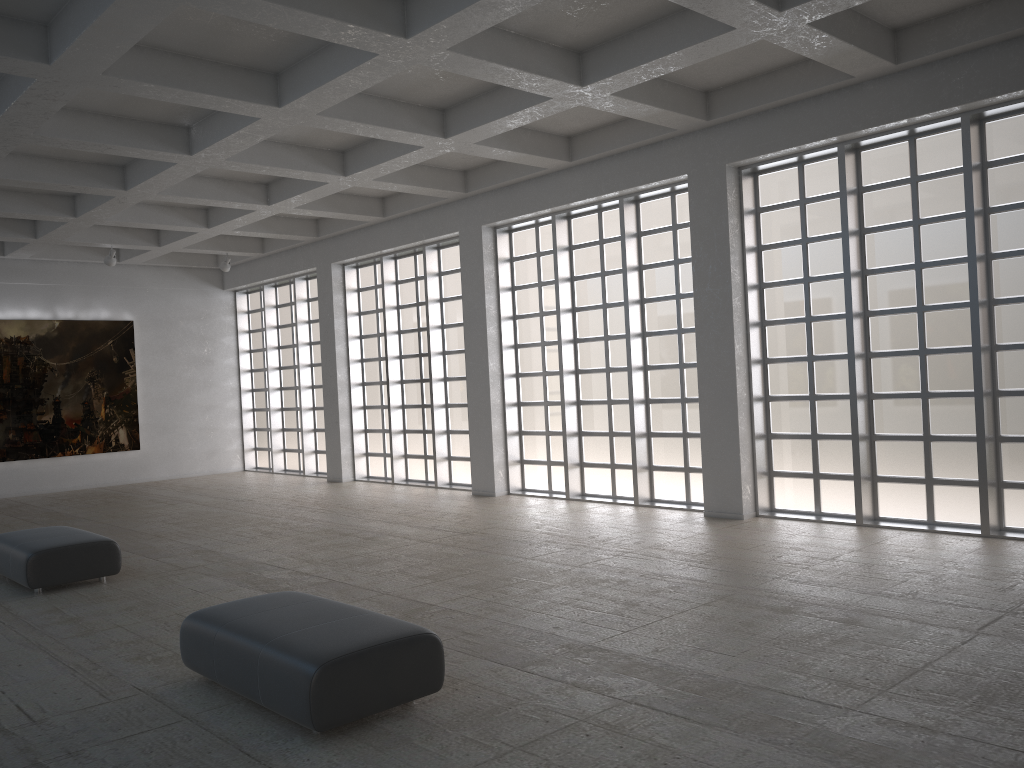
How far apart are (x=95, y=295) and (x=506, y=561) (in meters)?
24.86
